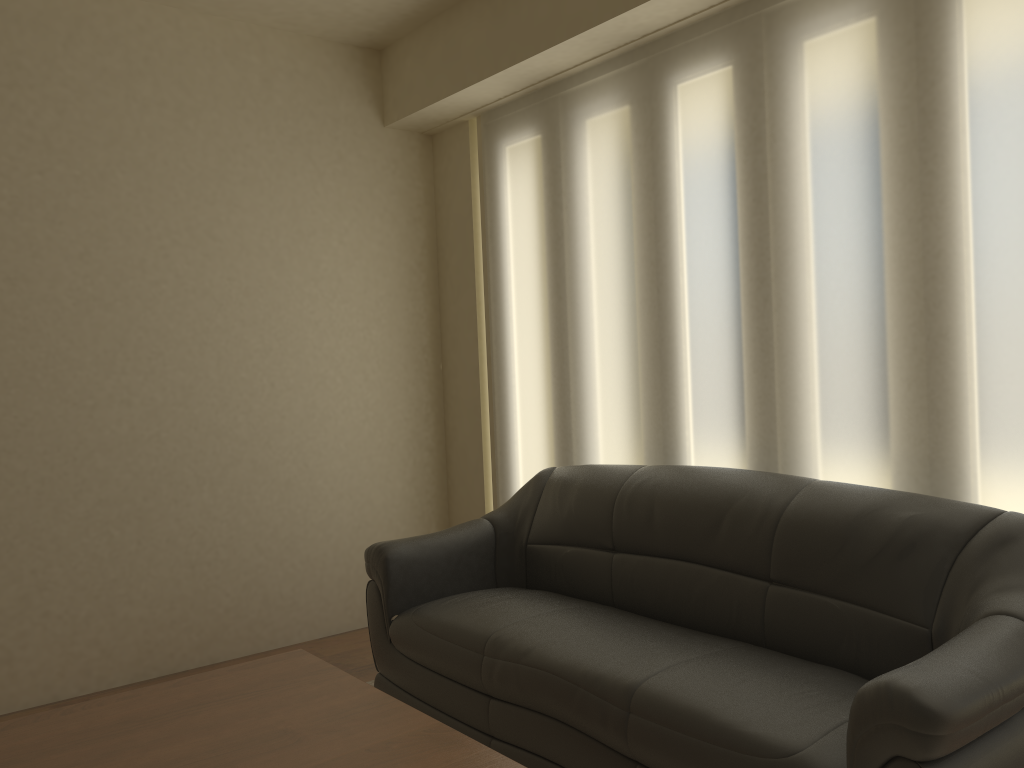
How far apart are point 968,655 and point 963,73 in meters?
1.7 m

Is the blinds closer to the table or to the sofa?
the sofa

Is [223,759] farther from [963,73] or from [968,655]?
[963,73]

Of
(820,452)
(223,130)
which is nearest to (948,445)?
(820,452)

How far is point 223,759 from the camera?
1.9m

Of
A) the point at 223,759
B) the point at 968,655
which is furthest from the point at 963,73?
the point at 223,759

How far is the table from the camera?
1.94m

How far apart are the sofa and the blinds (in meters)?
0.20

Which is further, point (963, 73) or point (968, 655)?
point (963, 73)

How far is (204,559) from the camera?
4.1m
